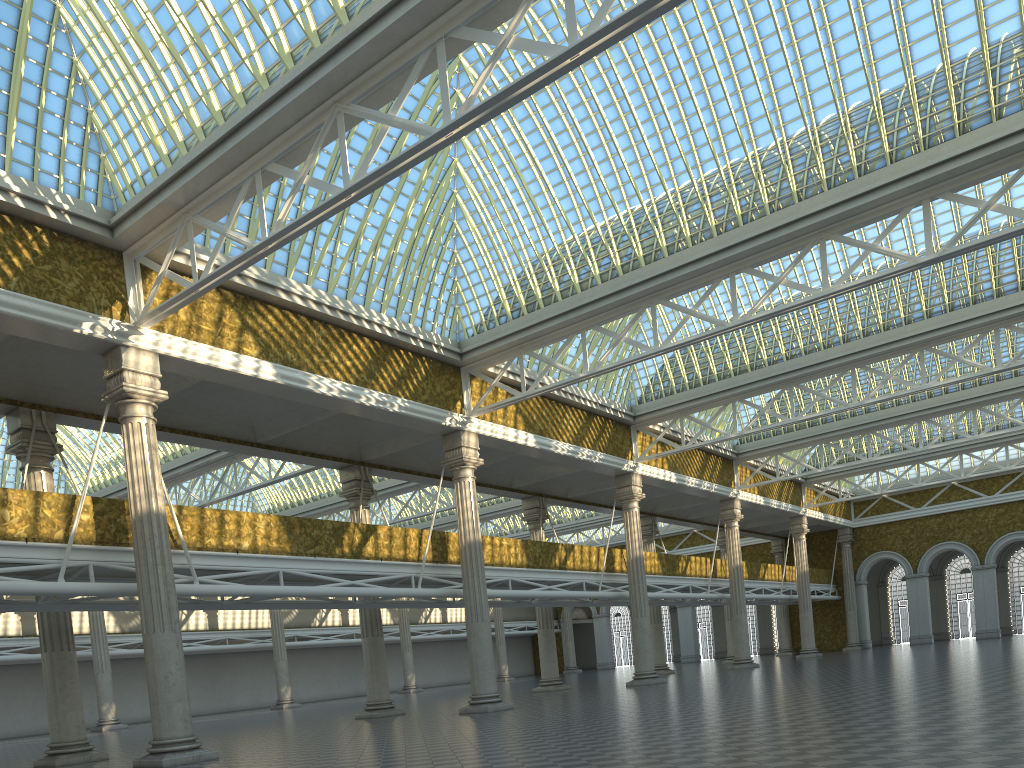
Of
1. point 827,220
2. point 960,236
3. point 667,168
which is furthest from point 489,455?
point 960,236

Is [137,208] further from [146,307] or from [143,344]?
[143,344]
